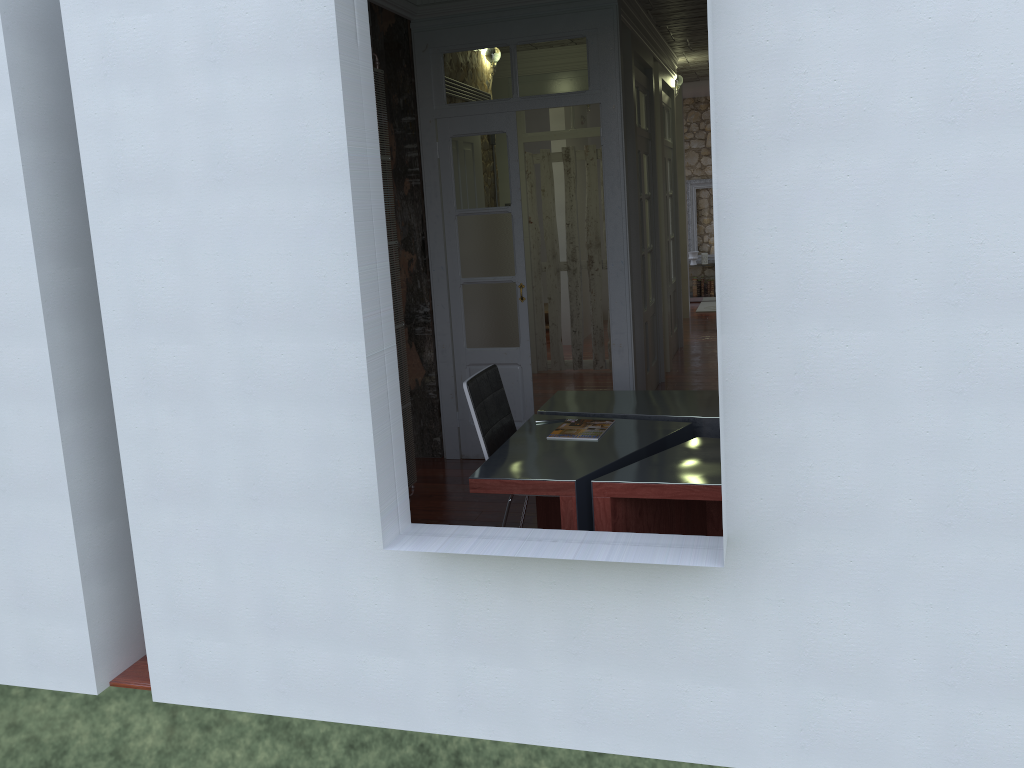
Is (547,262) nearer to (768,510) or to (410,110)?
(410,110)

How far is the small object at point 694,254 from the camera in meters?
13.0

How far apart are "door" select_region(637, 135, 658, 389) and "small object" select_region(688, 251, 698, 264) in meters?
5.8

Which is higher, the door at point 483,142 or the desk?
the door at point 483,142

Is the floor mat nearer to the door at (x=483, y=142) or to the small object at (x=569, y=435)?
the door at (x=483, y=142)

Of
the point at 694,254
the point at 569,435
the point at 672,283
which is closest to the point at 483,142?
the point at 569,435

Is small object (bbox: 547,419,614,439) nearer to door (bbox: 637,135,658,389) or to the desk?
the desk

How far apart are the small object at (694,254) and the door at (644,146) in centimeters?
583cm

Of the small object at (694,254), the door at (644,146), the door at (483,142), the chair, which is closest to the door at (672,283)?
the door at (644,146)

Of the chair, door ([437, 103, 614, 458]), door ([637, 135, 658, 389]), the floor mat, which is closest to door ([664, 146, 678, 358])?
door ([637, 135, 658, 389])
